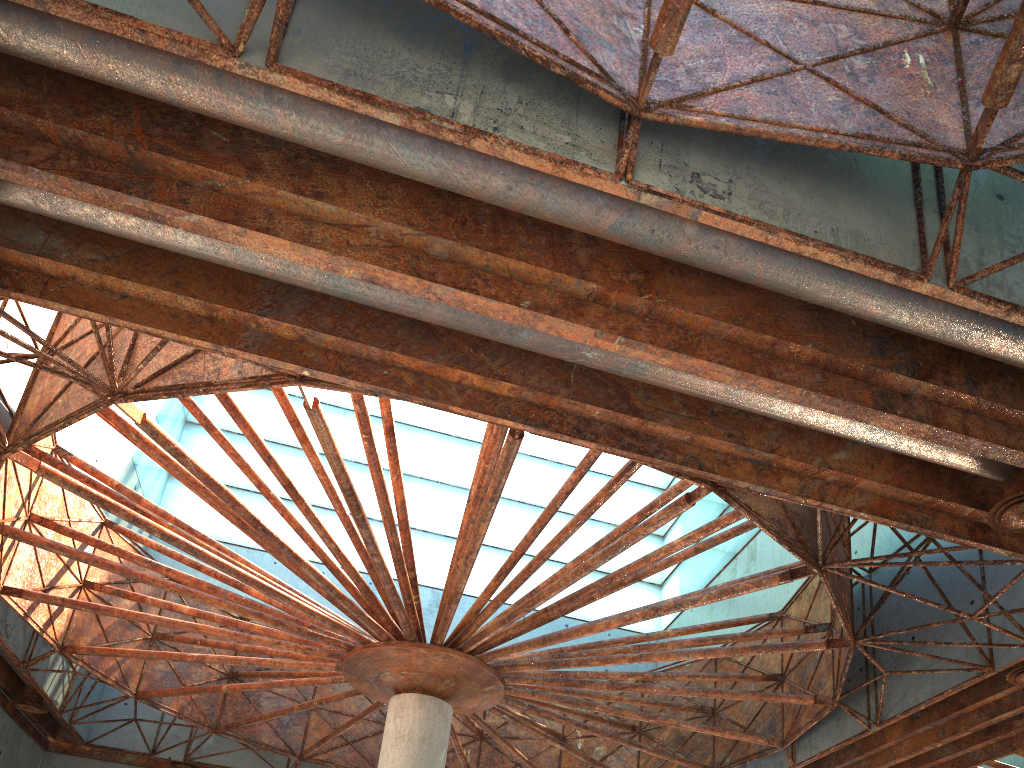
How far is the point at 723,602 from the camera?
35.3m

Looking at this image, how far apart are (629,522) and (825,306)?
10.6 meters
